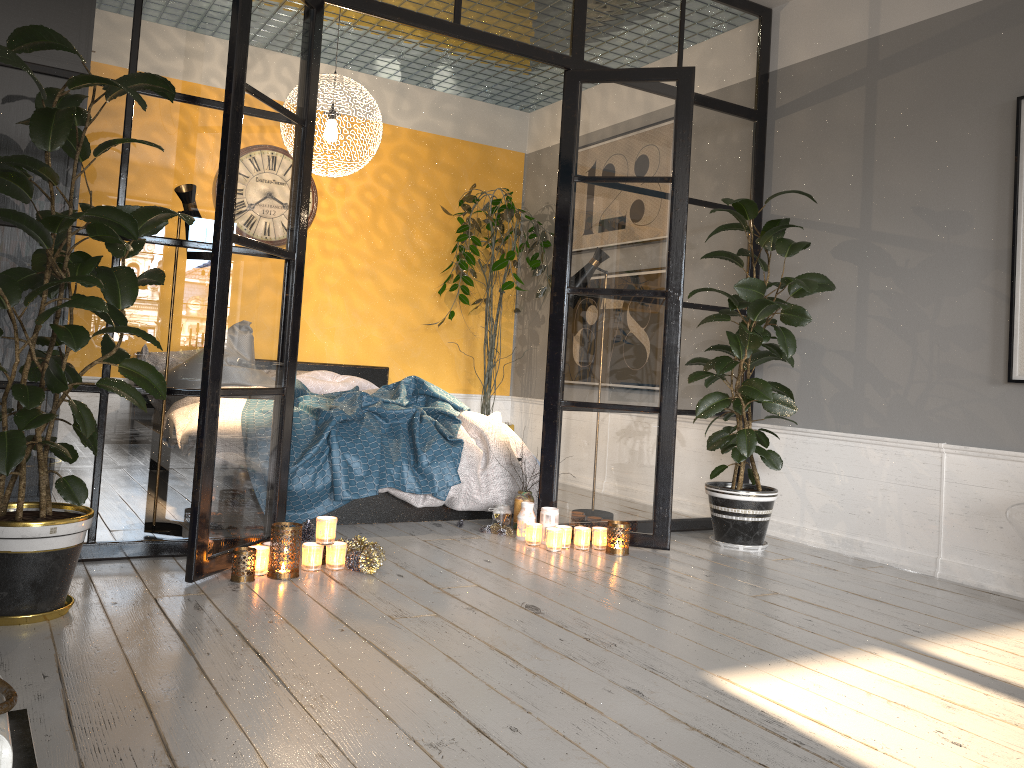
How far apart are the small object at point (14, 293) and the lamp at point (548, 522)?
0.8 meters

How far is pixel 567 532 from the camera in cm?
411

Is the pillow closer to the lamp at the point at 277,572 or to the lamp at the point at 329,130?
the lamp at the point at 329,130

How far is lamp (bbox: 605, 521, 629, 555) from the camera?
4.0 meters

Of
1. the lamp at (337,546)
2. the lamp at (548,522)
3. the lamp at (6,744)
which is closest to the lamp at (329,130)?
the lamp at (548,522)

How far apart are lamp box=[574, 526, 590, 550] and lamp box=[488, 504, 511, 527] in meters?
0.5 m

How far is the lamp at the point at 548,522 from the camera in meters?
4.2 m

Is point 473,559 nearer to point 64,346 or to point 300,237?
point 300,237

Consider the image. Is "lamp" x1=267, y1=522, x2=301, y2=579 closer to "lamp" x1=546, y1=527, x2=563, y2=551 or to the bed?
the bed

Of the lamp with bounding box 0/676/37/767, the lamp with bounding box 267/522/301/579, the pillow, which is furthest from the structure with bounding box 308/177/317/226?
the lamp with bounding box 0/676/37/767
